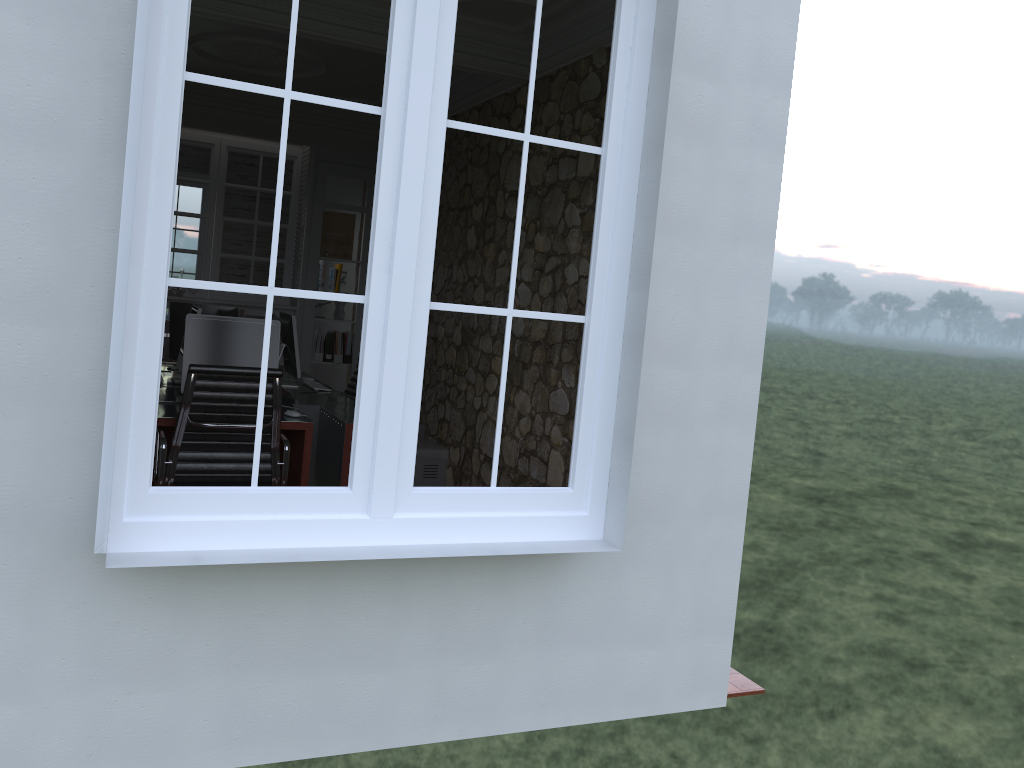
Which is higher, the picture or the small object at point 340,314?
the picture

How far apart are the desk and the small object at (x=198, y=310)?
0.47m

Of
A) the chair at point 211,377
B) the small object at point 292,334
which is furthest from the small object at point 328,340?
the chair at point 211,377

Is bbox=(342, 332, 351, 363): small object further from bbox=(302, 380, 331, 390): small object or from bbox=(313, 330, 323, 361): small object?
bbox=(302, 380, 331, 390): small object

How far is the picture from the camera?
8.2m

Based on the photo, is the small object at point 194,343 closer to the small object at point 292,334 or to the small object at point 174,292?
the small object at point 292,334

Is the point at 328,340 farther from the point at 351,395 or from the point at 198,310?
the point at 198,310

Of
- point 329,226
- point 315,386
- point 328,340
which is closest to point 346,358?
point 328,340

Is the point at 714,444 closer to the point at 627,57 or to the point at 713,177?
the point at 713,177

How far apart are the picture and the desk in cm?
197
